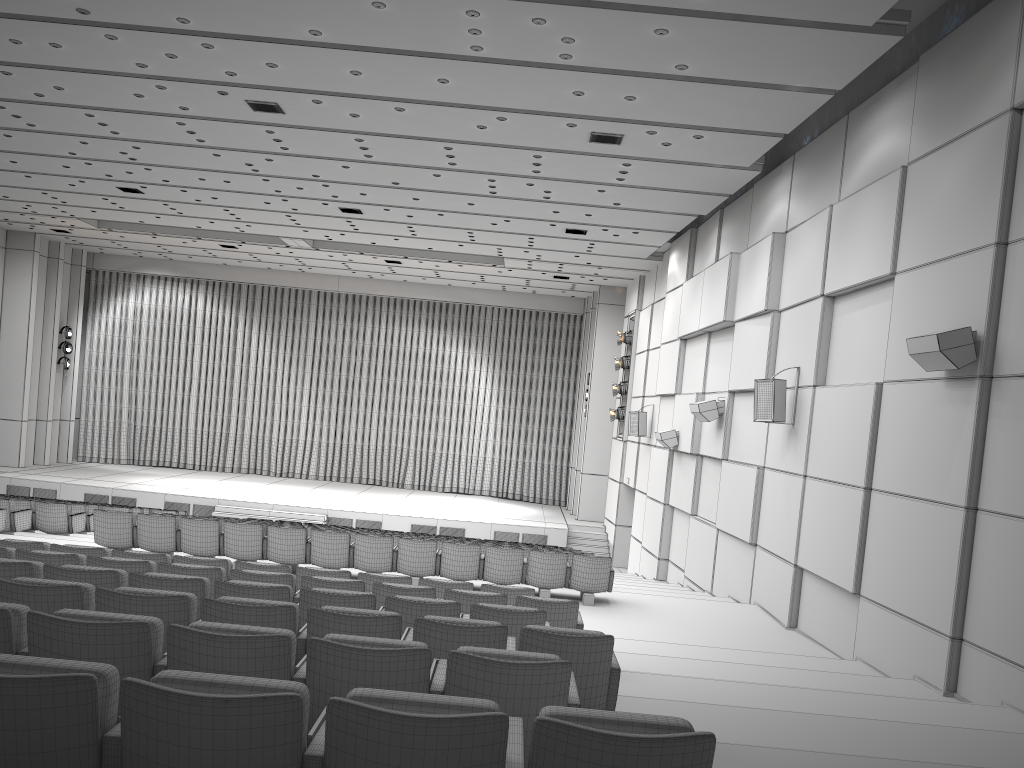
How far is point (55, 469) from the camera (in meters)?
25.38

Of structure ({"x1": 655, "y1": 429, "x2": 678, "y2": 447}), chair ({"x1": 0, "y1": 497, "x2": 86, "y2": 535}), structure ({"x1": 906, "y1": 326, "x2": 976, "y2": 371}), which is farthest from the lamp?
structure ({"x1": 906, "y1": 326, "x2": 976, "y2": 371})

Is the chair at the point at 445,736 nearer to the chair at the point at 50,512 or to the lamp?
the chair at the point at 50,512

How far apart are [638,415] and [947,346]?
12.2 meters

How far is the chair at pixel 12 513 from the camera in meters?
12.2 m

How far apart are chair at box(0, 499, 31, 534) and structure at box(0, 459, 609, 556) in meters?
9.4 m

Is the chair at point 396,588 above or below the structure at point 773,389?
below

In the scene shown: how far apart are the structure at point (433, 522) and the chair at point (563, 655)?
17.53m

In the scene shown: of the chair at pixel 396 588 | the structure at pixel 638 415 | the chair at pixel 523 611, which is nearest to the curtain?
the structure at pixel 638 415

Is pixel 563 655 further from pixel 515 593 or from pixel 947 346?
pixel 947 346
